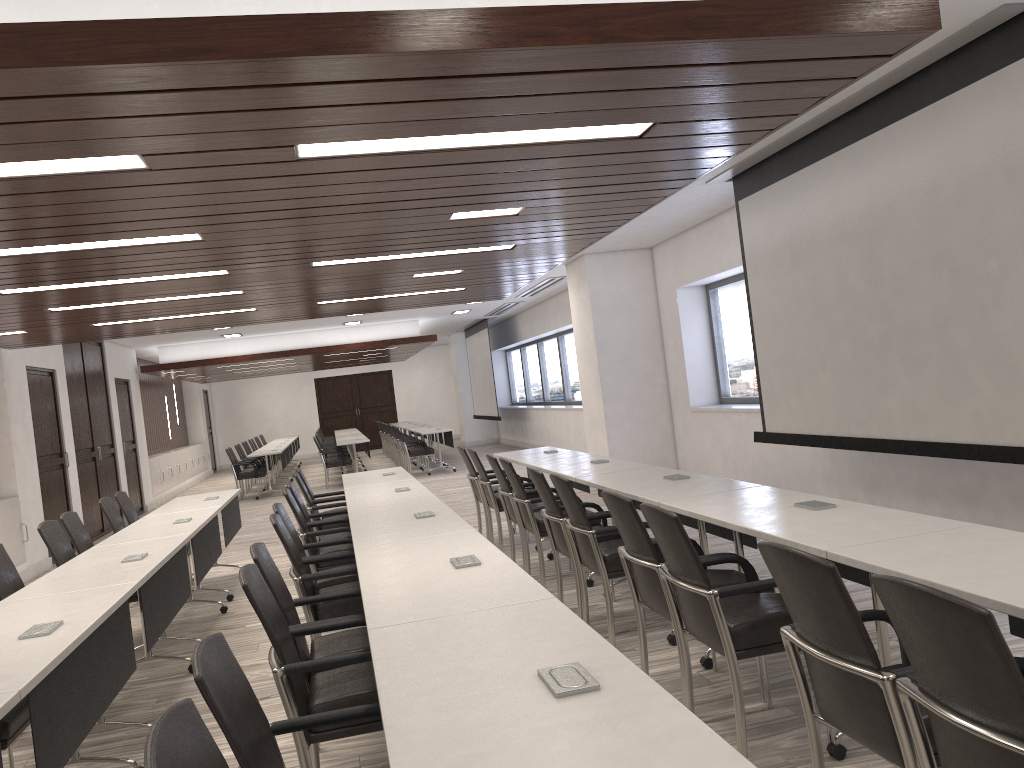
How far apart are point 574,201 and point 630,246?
5.6 meters

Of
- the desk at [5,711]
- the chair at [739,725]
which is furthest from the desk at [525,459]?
the desk at [5,711]

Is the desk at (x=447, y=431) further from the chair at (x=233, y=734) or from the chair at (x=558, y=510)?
the chair at (x=233, y=734)

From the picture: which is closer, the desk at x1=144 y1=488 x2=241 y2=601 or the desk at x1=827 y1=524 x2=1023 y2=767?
the desk at x1=827 y1=524 x2=1023 y2=767

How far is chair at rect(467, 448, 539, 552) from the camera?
7.57m

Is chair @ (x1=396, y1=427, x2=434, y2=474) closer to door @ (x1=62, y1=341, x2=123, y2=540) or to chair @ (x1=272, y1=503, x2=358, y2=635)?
door @ (x1=62, y1=341, x2=123, y2=540)

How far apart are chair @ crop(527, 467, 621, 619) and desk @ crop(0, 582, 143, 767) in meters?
2.3 m

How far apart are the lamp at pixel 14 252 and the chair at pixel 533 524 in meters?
2.5 m

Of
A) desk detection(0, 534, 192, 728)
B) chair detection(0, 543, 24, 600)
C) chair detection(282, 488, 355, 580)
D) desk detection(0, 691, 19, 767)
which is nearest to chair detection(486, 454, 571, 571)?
chair detection(282, 488, 355, 580)

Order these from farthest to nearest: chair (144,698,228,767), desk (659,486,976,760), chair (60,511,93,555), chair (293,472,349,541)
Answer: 1. chair (293,472,349,541)
2. chair (60,511,93,555)
3. desk (659,486,976,760)
4. chair (144,698,228,767)
